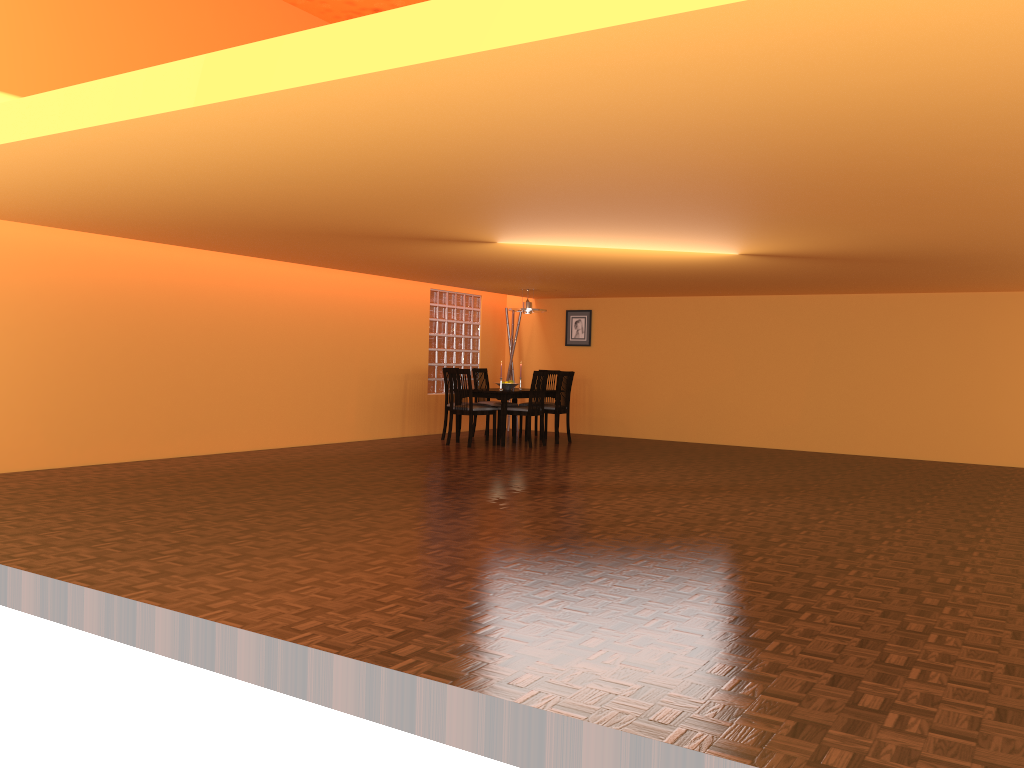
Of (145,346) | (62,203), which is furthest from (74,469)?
(62,203)

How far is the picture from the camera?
11.1m

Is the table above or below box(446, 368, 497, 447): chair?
above

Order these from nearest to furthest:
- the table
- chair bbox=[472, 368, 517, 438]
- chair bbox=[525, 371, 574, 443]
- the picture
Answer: the table
chair bbox=[525, 371, 574, 443]
chair bbox=[472, 368, 517, 438]
the picture

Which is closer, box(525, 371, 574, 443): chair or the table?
the table

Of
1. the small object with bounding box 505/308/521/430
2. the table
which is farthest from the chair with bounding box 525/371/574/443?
the small object with bounding box 505/308/521/430

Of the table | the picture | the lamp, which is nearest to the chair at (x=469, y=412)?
the table

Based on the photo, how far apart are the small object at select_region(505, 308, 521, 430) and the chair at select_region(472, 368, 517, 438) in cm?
94

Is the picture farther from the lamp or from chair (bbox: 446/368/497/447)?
chair (bbox: 446/368/497/447)

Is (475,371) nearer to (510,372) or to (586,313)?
(510,372)
